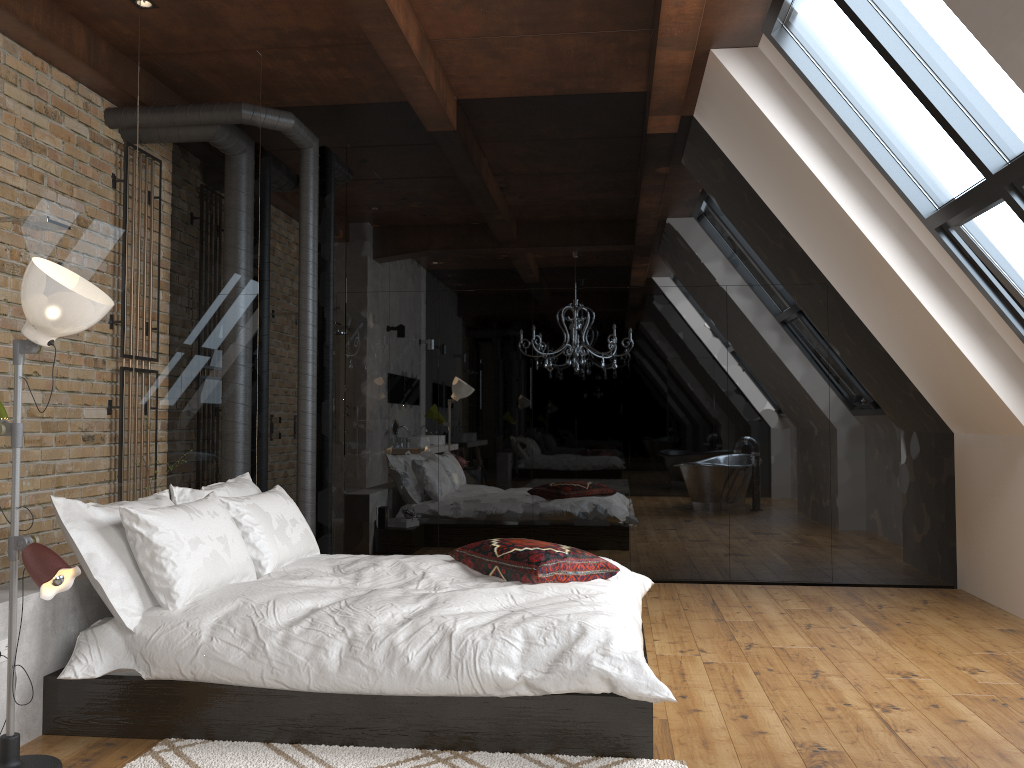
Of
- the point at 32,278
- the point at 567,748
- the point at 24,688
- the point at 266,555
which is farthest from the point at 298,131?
the point at 567,748

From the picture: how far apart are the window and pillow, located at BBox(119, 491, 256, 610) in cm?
345

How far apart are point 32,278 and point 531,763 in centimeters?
210cm

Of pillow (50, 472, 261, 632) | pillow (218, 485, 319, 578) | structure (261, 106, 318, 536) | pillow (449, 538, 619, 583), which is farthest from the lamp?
structure (261, 106, 318, 536)

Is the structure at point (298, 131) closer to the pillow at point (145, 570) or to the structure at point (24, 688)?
the pillow at point (145, 570)

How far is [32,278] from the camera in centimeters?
260cm

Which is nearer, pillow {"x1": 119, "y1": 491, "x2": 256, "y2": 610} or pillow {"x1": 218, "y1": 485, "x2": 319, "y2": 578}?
pillow {"x1": 119, "y1": 491, "x2": 256, "y2": 610}

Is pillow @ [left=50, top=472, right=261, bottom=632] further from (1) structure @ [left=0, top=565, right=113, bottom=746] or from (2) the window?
(2) the window

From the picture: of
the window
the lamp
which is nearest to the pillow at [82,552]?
the lamp

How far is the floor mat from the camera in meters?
2.8 m
